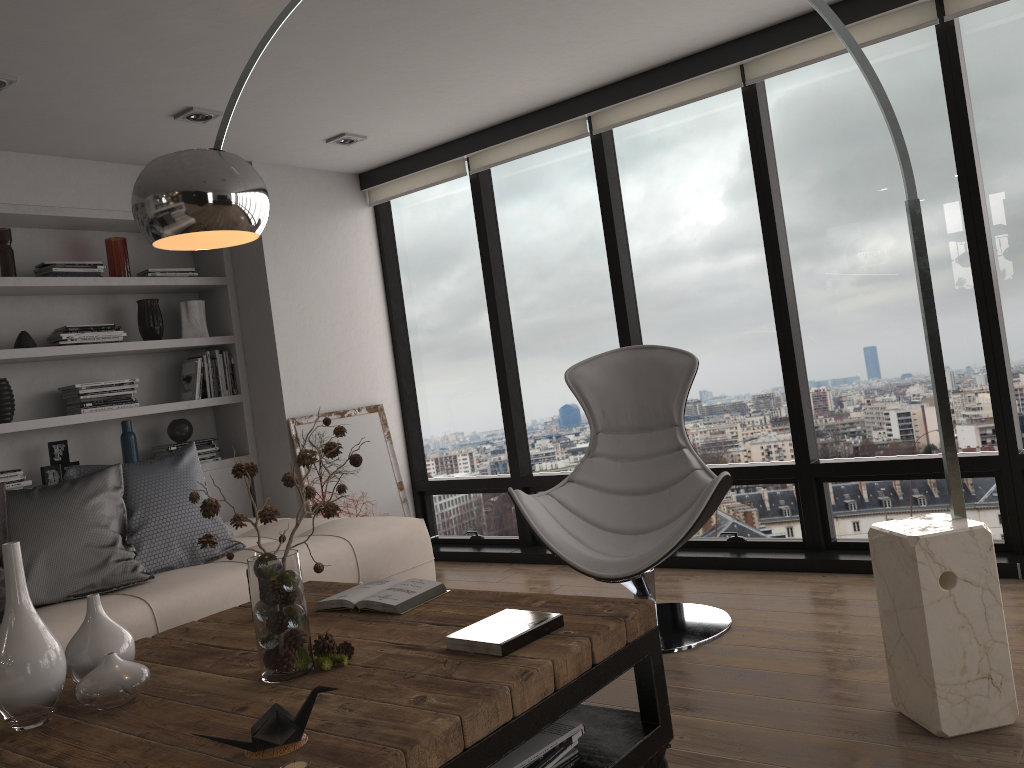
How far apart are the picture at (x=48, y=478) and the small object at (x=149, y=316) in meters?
0.7

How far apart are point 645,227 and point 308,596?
2.7m

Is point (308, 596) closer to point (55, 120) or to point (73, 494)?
point (73, 494)

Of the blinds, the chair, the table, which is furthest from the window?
the table

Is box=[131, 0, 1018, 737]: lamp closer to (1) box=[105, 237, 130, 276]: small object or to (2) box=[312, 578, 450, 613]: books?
(2) box=[312, 578, 450, 613]: books

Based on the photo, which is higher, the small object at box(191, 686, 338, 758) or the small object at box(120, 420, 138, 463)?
the small object at box(120, 420, 138, 463)

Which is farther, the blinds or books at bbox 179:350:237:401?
books at bbox 179:350:237:401

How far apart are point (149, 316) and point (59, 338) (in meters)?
0.51

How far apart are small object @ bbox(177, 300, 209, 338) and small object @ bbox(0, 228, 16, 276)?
0.88m

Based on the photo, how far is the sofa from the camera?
3.0 meters
